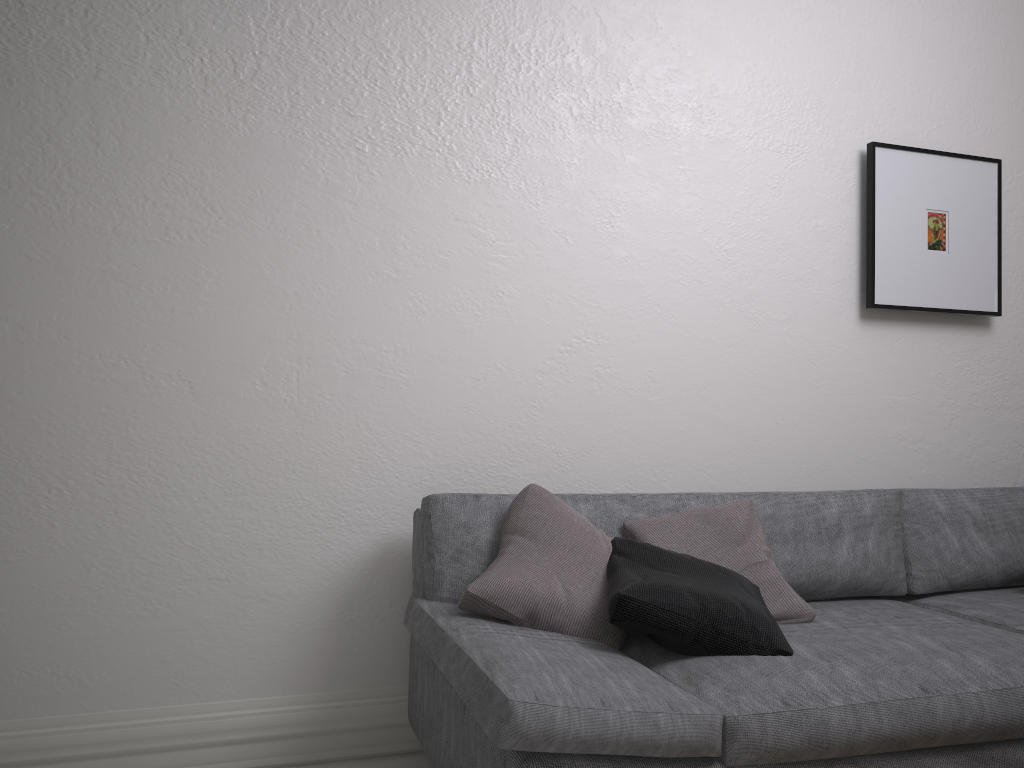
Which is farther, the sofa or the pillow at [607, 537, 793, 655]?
the pillow at [607, 537, 793, 655]

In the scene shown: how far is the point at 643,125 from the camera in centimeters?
284cm

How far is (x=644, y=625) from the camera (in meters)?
1.86

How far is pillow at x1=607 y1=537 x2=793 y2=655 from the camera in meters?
1.9 m

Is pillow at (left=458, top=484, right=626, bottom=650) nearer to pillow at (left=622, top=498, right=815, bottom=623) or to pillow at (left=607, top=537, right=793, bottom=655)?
pillow at (left=607, top=537, right=793, bottom=655)

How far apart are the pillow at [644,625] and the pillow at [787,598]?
0.1m

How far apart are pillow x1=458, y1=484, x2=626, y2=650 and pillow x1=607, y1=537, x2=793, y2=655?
0.0m

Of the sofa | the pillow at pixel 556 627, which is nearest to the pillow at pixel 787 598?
the sofa

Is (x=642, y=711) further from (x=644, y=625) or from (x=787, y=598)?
(x=787, y=598)

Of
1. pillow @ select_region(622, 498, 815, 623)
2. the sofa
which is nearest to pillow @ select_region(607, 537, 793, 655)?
the sofa
